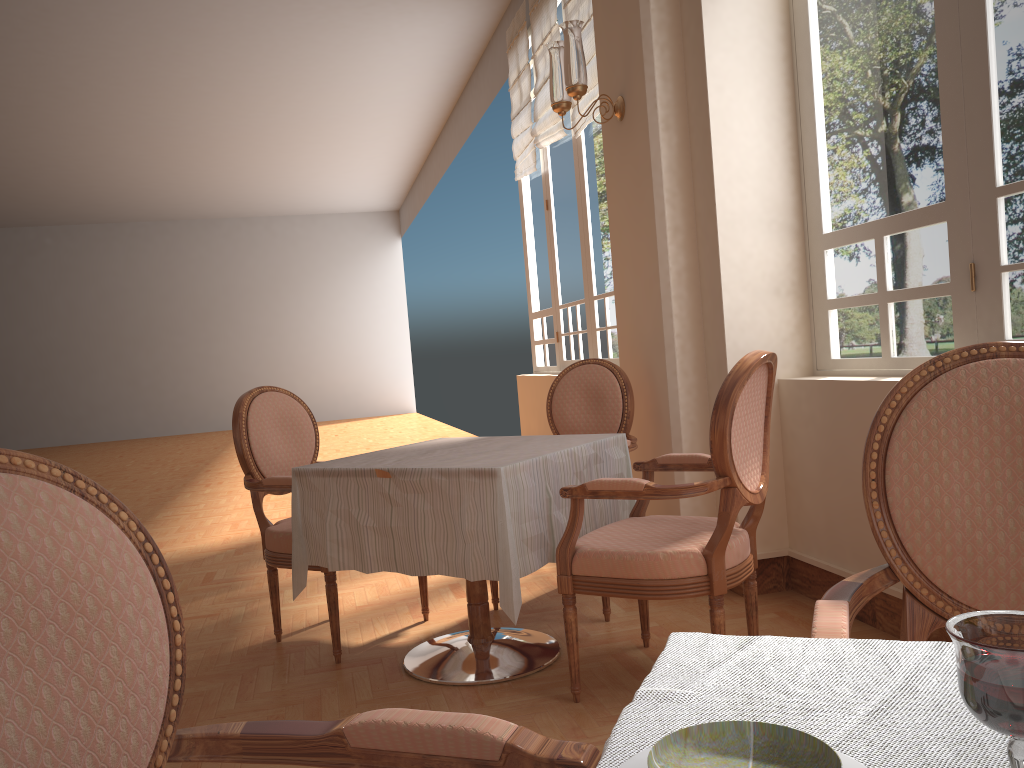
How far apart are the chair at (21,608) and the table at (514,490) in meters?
1.4

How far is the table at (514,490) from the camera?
2.37m

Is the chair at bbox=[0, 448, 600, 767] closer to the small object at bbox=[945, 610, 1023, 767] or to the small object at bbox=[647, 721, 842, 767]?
the small object at bbox=[647, 721, 842, 767]

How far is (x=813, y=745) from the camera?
0.57m

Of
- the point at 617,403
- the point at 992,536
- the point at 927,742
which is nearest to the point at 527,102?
the point at 617,403

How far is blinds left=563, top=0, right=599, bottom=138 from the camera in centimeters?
528cm

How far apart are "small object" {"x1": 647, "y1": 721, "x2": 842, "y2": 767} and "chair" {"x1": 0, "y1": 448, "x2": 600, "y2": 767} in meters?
0.2

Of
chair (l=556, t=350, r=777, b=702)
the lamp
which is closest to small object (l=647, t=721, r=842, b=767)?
chair (l=556, t=350, r=777, b=702)

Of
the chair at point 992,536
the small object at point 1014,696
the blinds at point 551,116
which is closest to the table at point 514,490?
the chair at point 992,536

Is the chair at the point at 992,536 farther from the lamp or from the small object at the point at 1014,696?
the lamp
